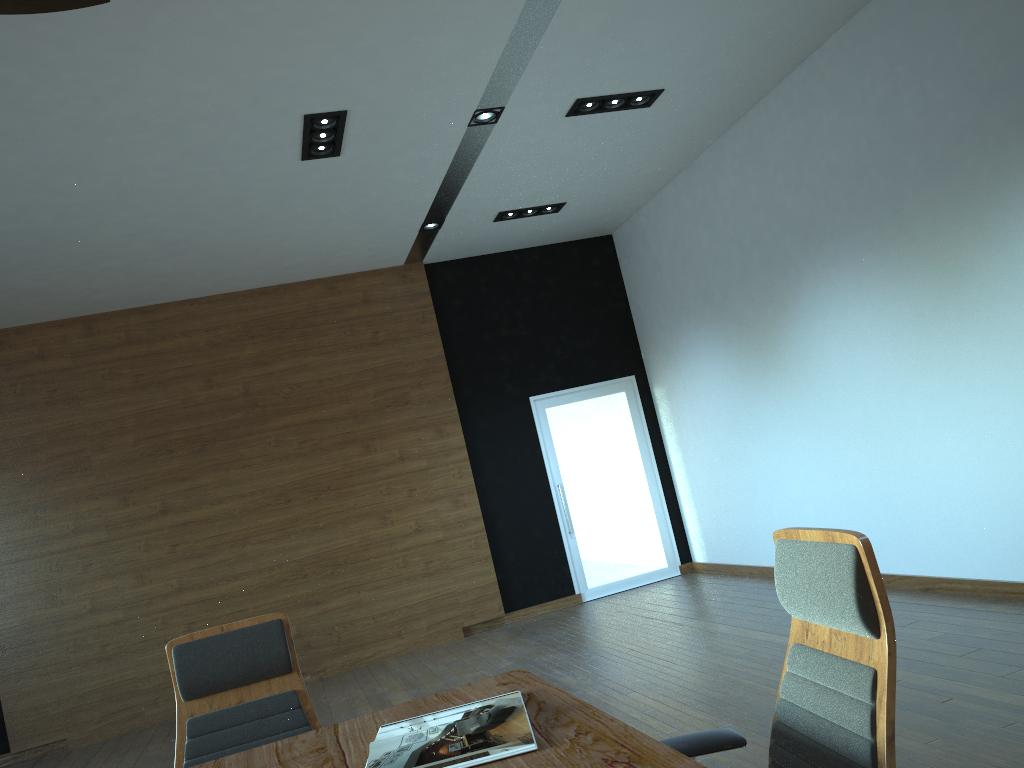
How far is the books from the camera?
1.90m

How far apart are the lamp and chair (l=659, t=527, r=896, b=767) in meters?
1.9

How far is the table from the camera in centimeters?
172cm

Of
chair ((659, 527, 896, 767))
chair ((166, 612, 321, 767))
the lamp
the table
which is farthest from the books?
the lamp

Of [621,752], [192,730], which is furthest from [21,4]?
[192,730]

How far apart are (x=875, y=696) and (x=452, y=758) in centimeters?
87cm

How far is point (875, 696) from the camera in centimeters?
165cm

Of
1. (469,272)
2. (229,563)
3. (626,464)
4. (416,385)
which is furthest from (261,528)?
(626,464)

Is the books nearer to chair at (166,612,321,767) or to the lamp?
chair at (166,612,321,767)

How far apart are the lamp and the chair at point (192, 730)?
1.9m
